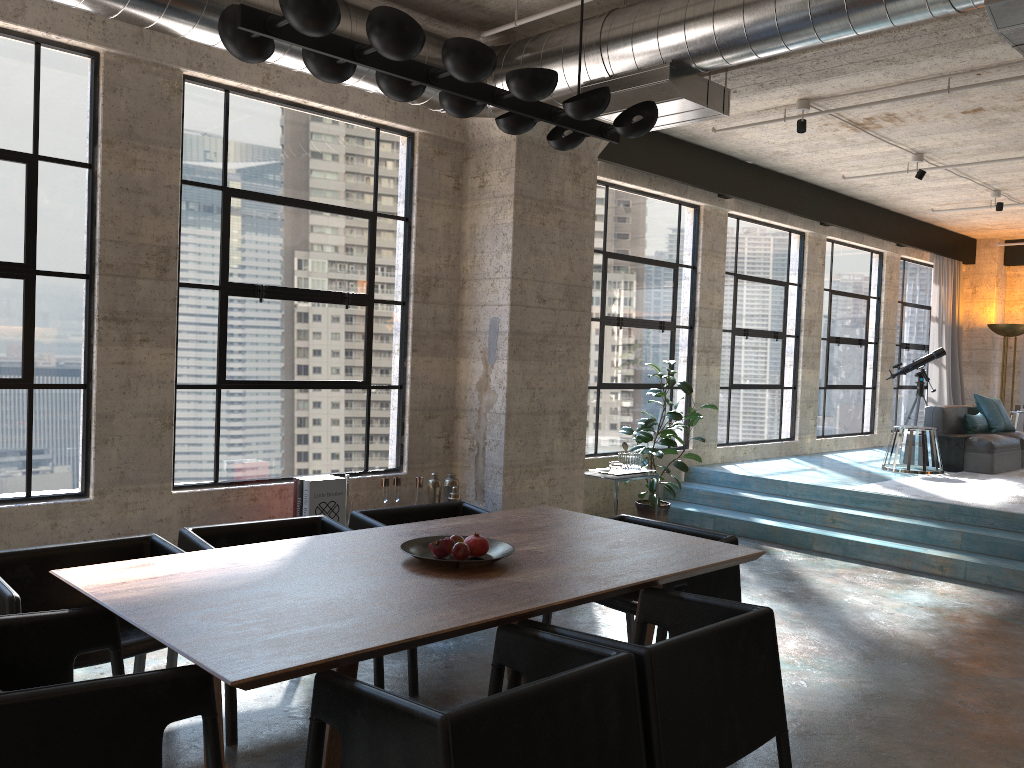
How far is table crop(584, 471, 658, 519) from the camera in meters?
7.2 m

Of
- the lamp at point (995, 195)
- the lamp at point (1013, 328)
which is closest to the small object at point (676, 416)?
the lamp at point (995, 195)

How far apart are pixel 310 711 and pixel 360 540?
0.8 meters

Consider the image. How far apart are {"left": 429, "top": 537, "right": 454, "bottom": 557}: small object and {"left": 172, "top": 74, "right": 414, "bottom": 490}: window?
2.8 meters

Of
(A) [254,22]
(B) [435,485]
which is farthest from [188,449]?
(A) [254,22]

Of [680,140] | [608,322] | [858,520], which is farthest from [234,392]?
[858,520]

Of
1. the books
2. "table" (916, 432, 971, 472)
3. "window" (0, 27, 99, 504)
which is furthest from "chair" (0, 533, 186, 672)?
"table" (916, 432, 971, 472)

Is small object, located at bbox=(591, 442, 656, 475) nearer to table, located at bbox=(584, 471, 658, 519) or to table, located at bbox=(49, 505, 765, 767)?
table, located at bbox=(584, 471, 658, 519)

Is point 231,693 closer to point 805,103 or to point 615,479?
point 615,479

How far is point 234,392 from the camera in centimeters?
571cm
